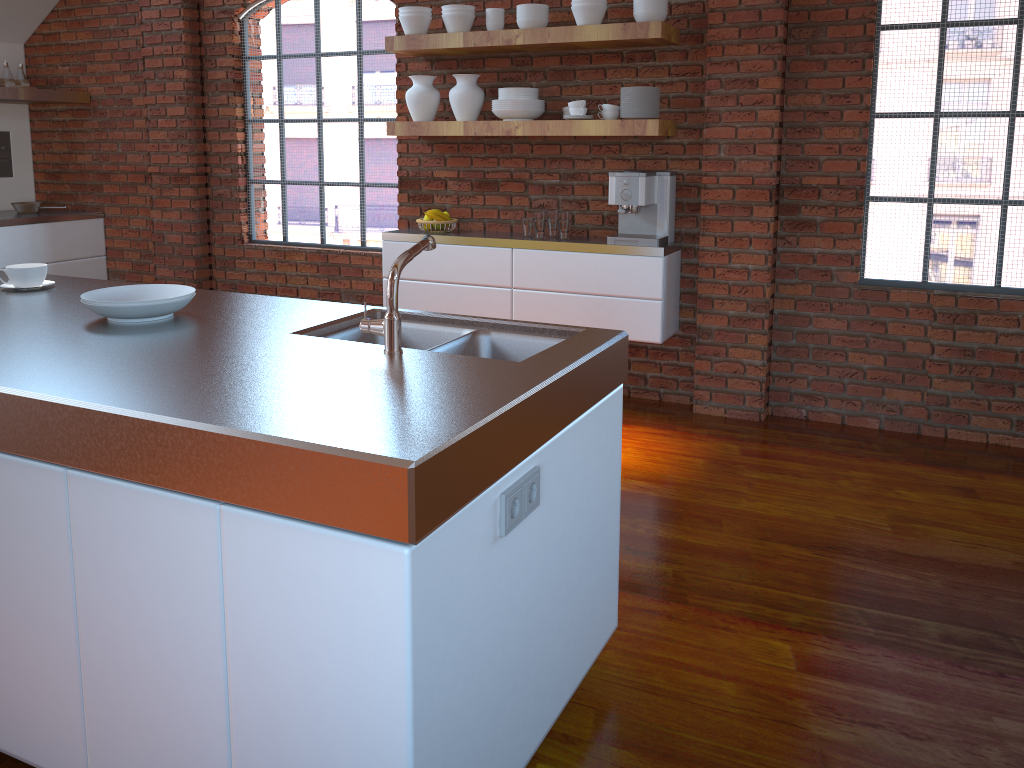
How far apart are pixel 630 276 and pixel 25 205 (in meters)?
4.33

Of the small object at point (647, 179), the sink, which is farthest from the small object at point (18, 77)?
the sink

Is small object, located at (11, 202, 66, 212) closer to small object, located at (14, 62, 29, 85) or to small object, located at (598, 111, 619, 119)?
small object, located at (14, 62, 29, 85)

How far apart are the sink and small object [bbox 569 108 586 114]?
2.28m

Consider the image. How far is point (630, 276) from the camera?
4.3 meters

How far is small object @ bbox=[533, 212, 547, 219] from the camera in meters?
4.5

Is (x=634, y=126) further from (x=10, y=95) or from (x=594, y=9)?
(x=10, y=95)

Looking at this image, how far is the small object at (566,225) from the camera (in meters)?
4.48

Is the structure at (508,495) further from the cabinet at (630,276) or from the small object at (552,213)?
the small object at (552,213)

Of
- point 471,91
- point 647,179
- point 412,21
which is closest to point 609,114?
point 647,179
